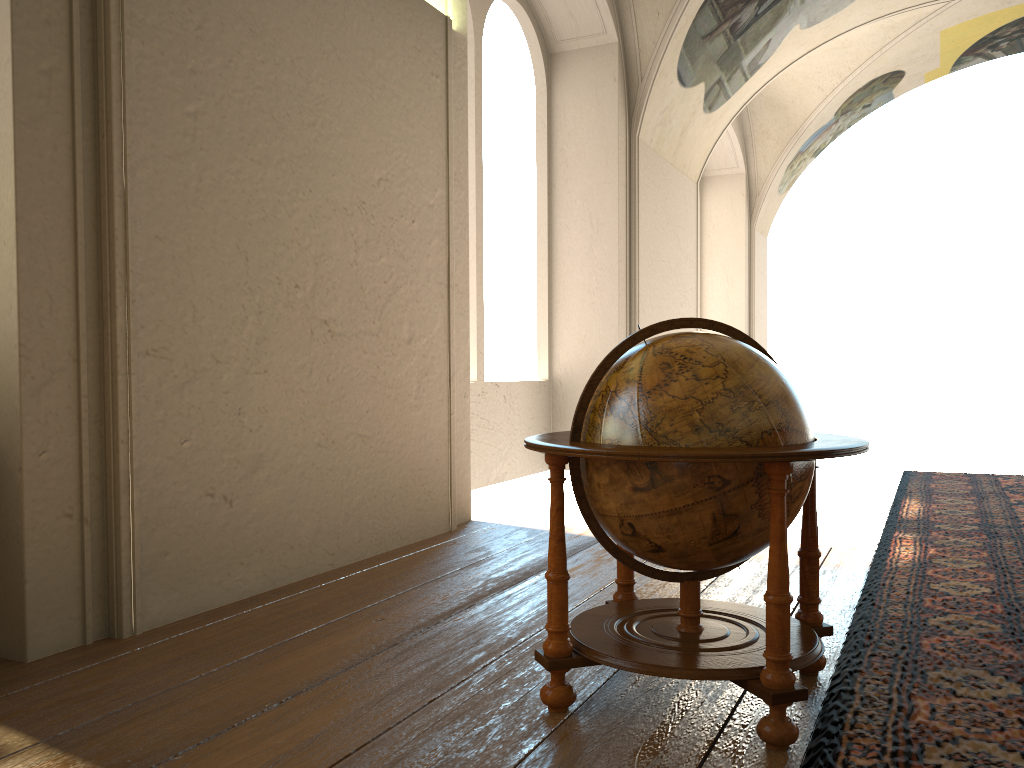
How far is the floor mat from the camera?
2.87m

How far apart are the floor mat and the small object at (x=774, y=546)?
0.1 meters

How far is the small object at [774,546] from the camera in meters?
2.9 m

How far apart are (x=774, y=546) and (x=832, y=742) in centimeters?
66cm

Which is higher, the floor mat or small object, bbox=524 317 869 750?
small object, bbox=524 317 869 750

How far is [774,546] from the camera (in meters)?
2.87

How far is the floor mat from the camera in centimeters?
287cm

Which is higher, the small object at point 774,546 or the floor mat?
the small object at point 774,546

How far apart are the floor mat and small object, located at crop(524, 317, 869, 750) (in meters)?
0.06
